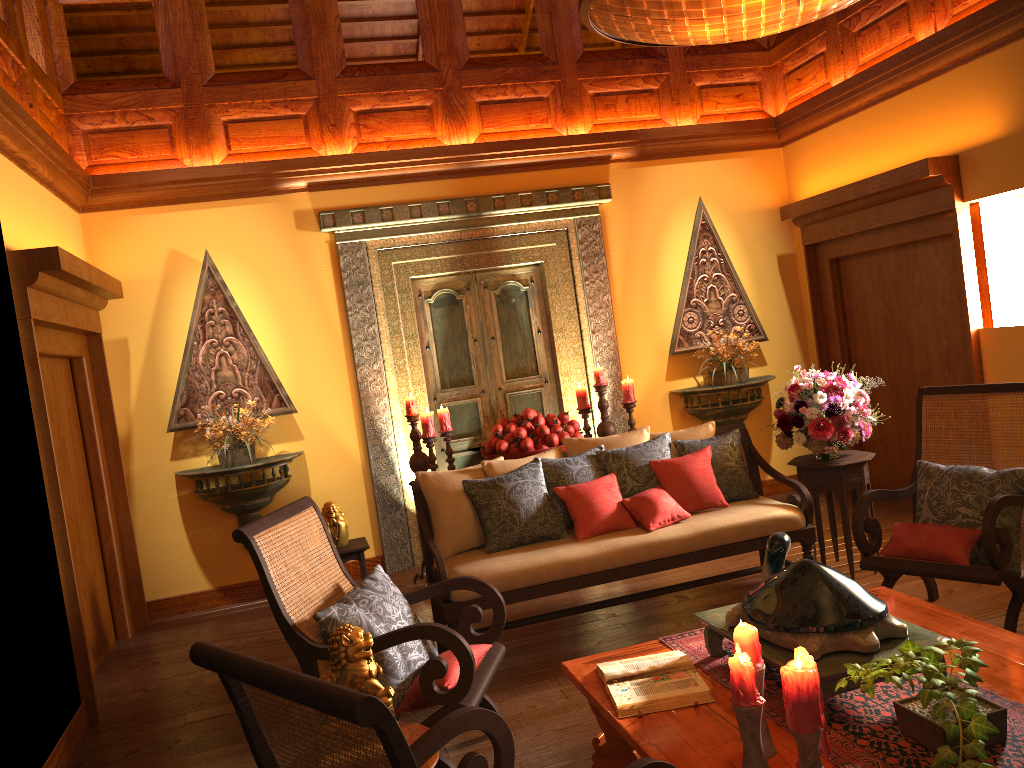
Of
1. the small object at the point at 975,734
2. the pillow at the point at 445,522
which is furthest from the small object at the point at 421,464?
the small object at the point at 975,734

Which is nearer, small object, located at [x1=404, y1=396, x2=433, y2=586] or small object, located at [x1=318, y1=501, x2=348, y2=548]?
small object, located at [x1=318, y1=501, x2=348, y2=548]

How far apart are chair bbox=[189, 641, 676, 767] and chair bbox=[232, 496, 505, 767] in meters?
0.6 m

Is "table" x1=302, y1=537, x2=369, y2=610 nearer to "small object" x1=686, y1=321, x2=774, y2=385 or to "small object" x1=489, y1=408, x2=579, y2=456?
"small object" x1=489, y1=408, x2=579, y2=456

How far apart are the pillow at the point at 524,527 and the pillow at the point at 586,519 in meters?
0.0

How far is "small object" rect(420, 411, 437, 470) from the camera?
5.4 meters

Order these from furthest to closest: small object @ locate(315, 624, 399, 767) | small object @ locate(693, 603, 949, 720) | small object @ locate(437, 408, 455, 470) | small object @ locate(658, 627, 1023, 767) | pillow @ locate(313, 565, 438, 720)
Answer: small object @ locate(437, 408, 455, 470)
pillow @ locate(313, 565, 438, 720)
small object @ locate(315, 624, 399, 767)
small object @ locate(693, 603, 949, 720)
small object @ locate(658, 627, 1023, 767)

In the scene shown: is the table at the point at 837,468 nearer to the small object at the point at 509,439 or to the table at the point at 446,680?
the small object at the point at 509,439

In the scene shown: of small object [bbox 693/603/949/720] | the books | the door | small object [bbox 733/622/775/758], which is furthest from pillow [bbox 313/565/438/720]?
the door

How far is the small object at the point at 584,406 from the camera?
5.9 meters
